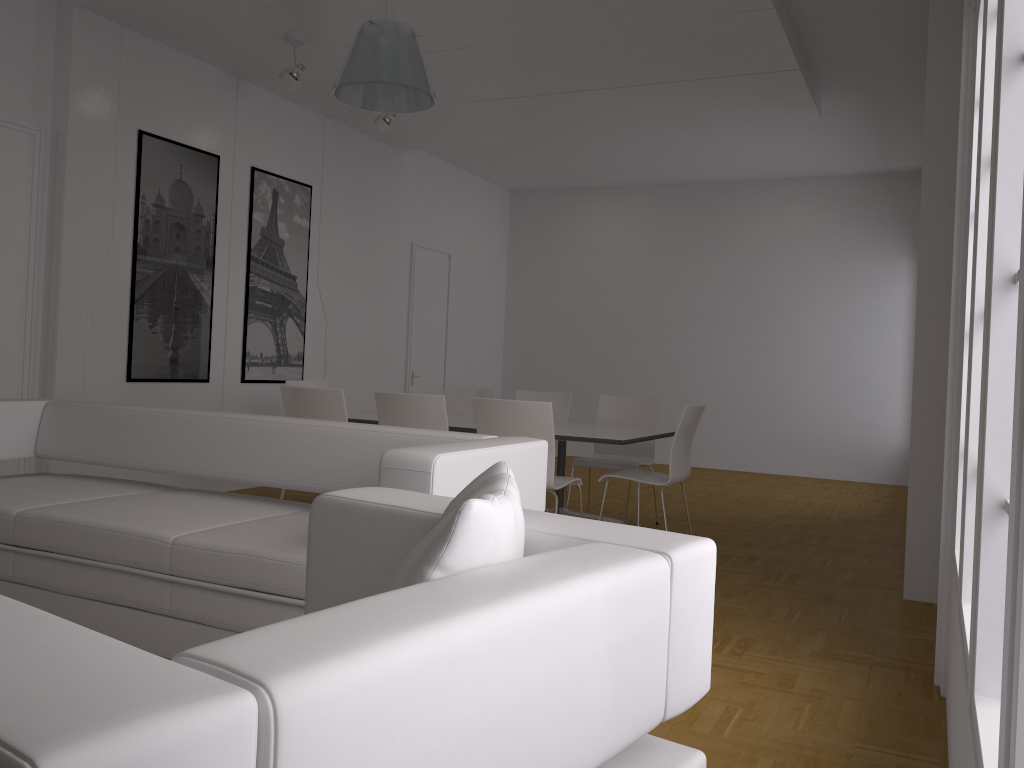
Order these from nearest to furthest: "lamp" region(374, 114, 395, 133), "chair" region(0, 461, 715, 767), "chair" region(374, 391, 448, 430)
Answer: "chair" region(0, 461, 715, 767) < "chair" region(374, 391, 448, 430) < "lamp" region(374, 114, 395, 133)

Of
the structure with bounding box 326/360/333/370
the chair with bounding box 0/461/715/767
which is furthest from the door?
the chair with bounding box 0/461/715/767

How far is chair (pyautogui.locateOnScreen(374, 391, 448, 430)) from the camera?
5.1 meters

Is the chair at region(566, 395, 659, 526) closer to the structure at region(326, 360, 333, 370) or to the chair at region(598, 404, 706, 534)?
the chair at region(598, 404, 706, 534)

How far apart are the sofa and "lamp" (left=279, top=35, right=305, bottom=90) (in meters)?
3.01

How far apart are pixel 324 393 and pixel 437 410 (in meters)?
0.78

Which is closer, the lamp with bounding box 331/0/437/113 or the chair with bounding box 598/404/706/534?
the lamp with bounding box 331/0/437/113

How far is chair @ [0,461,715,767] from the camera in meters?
0.7 m

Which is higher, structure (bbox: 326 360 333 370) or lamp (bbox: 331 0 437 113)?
lamp (bbox: 331 0 437 113)

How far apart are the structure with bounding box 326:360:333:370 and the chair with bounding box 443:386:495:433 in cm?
153
